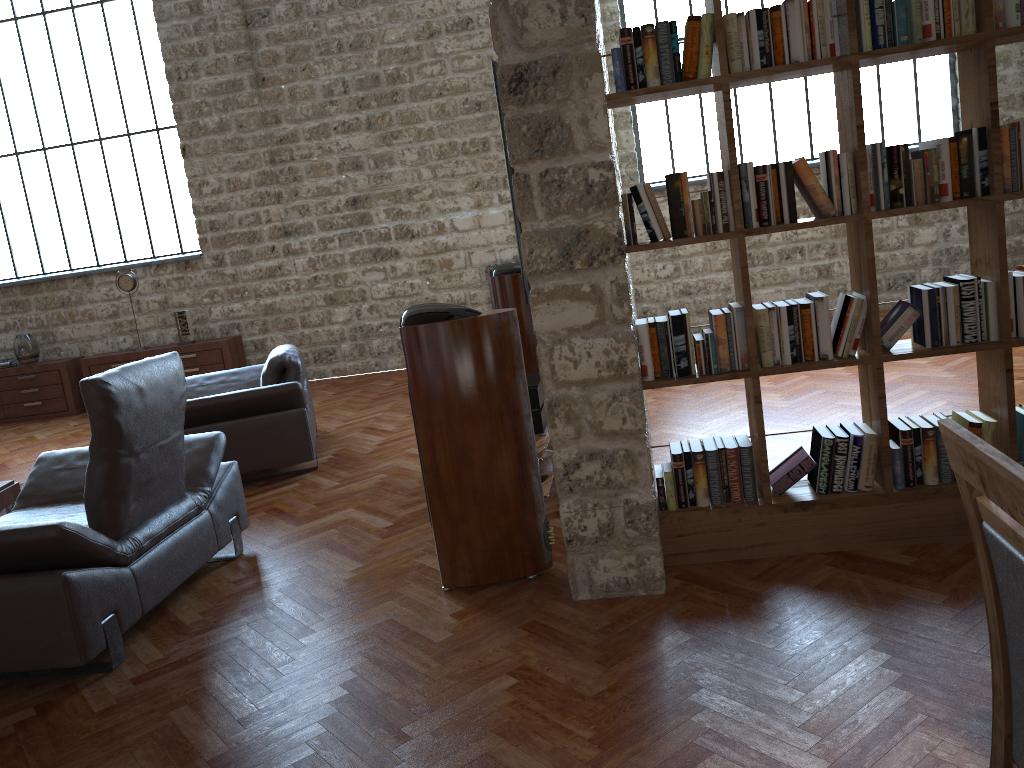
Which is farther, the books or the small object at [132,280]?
the small object at [132,280]

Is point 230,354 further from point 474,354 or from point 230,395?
point 474,354

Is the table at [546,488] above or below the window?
below

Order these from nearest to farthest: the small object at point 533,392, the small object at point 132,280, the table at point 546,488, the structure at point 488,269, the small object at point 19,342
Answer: the table at point 546,488
the small object at point 533,392
the structure at point 488,269
the small object at point 132,280
the small object at point 19,342

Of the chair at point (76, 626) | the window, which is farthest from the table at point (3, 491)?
the window

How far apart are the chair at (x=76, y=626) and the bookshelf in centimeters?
196cm

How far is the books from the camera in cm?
305

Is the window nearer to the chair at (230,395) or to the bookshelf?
the chair at (230,395)

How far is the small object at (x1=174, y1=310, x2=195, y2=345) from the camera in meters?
9.4 m

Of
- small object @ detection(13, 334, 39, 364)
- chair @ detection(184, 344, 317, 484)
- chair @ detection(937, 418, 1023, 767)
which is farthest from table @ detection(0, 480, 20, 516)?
chair @ detection(937, 418, 1023, 767)
